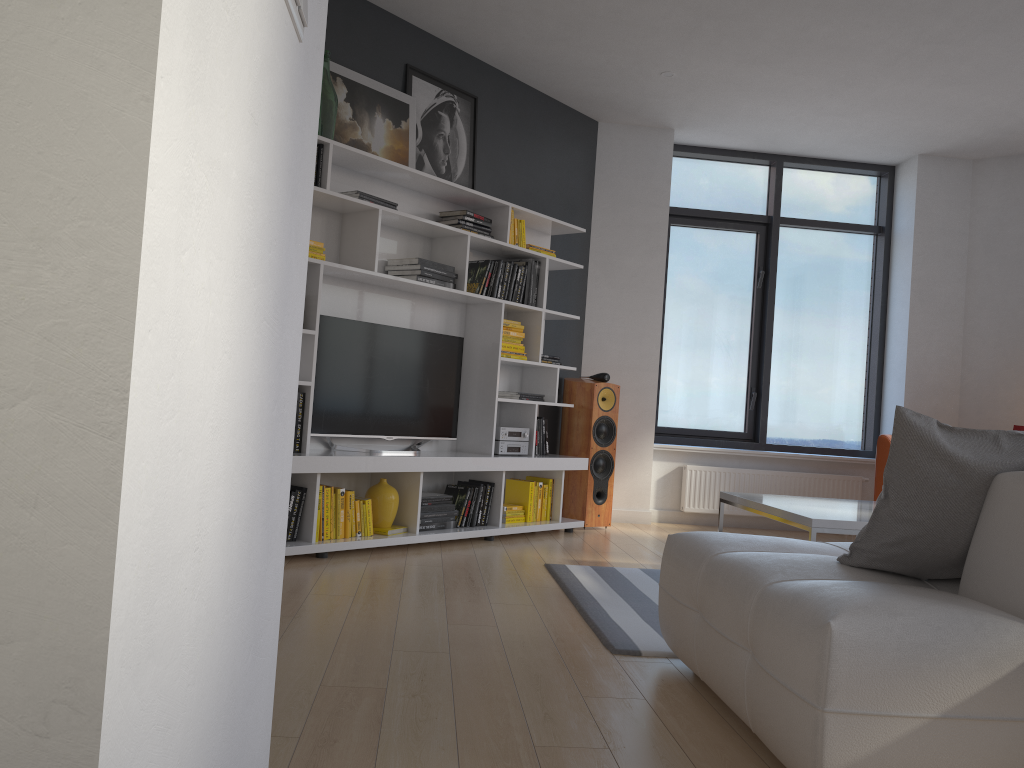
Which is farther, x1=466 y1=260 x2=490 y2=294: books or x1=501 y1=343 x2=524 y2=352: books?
x1=501 y1=343 x2=524 y2=352: books

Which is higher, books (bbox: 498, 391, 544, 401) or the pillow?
books (bbox: 498, 391, 544, 401)

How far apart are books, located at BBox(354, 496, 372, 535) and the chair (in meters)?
3.47

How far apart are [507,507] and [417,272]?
1.6 meters

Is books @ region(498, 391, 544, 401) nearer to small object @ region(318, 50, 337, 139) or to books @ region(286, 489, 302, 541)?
books @ region(286, 489, 302, 541)

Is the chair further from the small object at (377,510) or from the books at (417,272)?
the small object at (377,510)

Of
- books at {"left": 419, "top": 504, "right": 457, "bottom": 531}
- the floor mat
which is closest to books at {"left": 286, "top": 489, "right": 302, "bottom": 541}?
books at {"left": 419, "top": 504, "right": 457, "bottom": 531}

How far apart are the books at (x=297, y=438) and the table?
2.1 meters

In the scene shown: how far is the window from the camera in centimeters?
718cm

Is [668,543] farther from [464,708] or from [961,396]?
[961,396]
